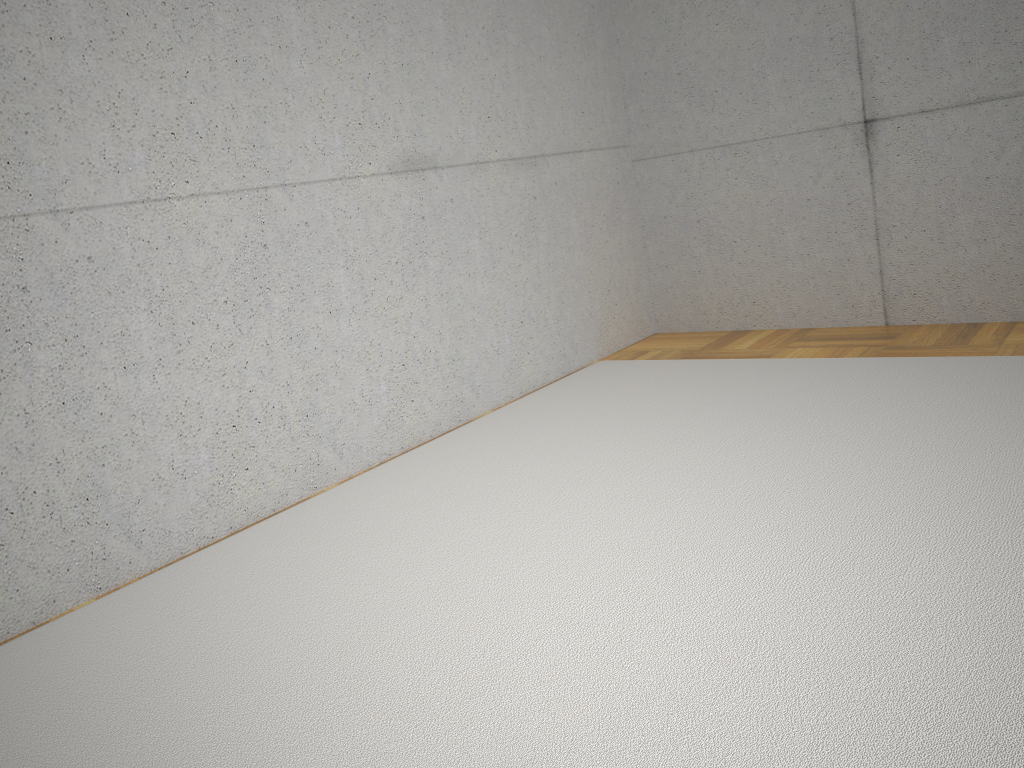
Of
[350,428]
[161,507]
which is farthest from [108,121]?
[350,428]

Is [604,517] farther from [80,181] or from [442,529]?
[80,181]
